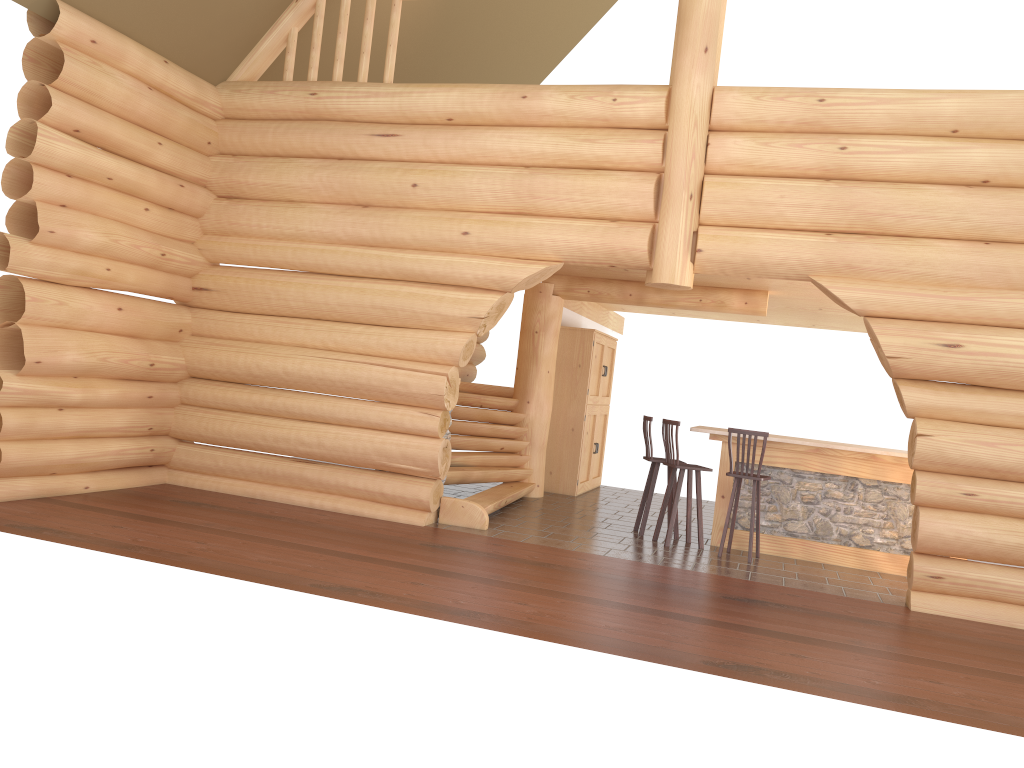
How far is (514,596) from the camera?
6.4 meters

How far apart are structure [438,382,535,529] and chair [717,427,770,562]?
2.5m

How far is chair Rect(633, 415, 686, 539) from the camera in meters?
9.8

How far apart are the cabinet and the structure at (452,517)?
0.9 meters

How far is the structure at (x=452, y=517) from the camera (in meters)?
9.10

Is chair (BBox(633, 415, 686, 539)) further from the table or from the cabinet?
the cabinet

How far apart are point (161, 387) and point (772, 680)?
7.0 meters

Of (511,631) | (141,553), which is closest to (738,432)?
(511,631)

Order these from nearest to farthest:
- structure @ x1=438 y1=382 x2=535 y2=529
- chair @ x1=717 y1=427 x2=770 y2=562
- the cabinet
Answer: chair @ x1=717 y1=427 x2=770 y2=562 < structure @ x1=438 y1=382 x2=535 y2=529 < the cabinet

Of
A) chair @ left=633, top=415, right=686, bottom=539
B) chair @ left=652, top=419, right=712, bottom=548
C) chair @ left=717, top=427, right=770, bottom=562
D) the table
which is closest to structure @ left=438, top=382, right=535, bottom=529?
chair @ left=633, top=415, right=686, bottom=539
